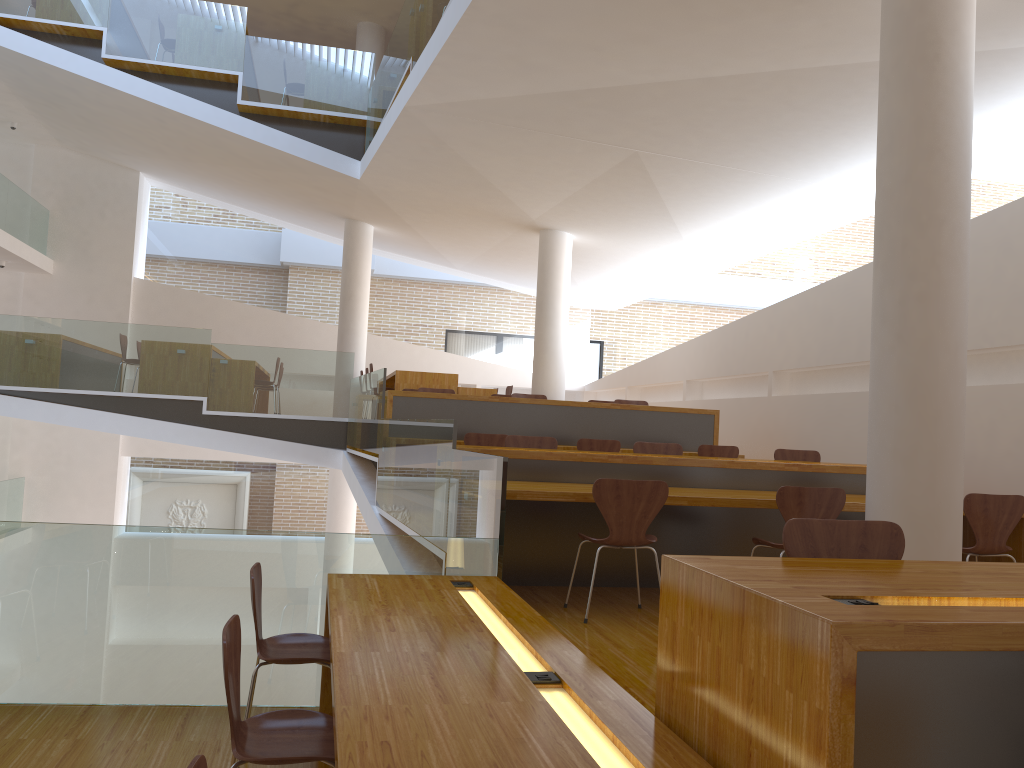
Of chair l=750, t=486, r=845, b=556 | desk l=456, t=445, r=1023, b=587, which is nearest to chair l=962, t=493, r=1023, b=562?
desk l=456, t=445, r=1023, b=587

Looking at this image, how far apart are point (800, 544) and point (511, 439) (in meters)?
3.93

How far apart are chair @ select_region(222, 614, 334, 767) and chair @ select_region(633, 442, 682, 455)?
4.2 meters

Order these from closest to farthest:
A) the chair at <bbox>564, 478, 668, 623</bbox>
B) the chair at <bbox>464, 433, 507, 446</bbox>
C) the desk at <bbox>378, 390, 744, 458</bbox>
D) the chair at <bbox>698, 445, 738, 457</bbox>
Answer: the chair at <bbox>564, 478, 668, 623</bbox> < the chair at <bbox>464, 433, 507, 446</bbox> < the chair at <bbox>698, 445, 738, 457</bbox> < the desk at <bbox>378, 390, 744, 458</bbox>

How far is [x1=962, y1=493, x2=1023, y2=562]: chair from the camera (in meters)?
4.76

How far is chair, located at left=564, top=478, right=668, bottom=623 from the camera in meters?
4.3 m

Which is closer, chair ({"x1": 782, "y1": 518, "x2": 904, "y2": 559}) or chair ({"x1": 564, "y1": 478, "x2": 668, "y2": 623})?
chair ({"x1": 782, "y1": 518, "x2": 904, "y2": 559})

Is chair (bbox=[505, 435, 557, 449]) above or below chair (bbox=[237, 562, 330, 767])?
above

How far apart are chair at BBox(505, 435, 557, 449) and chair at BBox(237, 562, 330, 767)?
2.93m

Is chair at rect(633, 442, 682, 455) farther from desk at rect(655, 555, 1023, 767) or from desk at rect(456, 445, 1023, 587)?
desk at rect(655, 555, 1023, 767)
